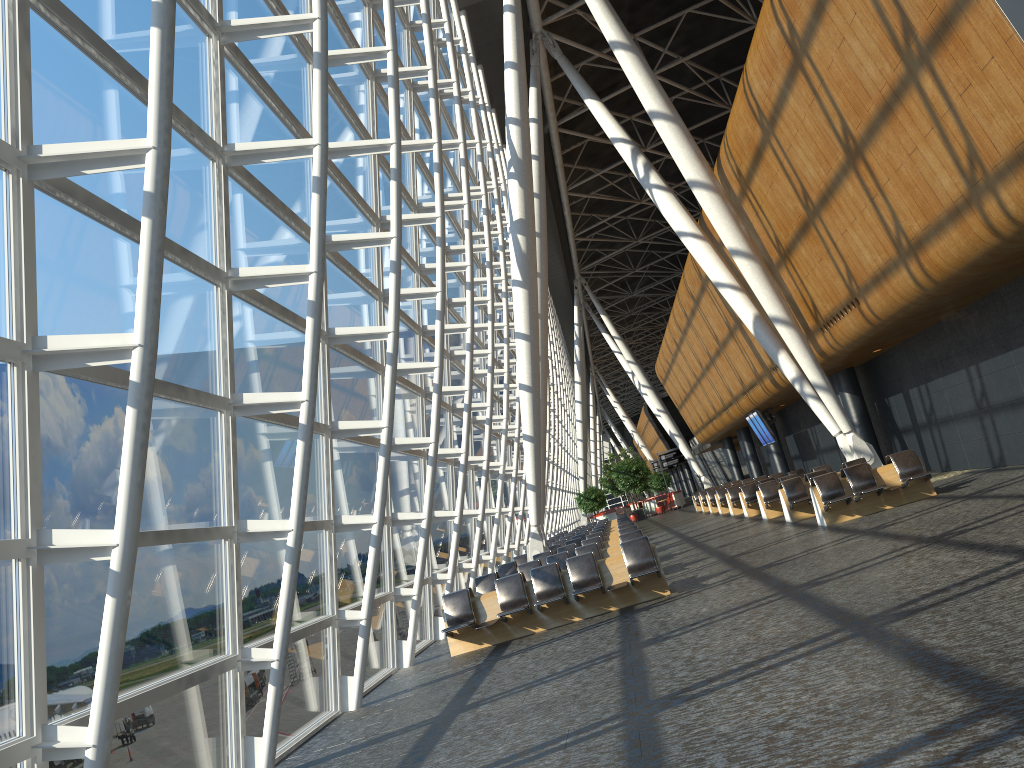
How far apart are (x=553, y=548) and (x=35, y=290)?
17.24m

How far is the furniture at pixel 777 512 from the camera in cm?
2101

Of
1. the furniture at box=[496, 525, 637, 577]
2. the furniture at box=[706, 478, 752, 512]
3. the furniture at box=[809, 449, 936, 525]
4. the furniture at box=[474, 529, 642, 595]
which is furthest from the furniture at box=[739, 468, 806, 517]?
the furniture at box=[474, 529, 642, 595]

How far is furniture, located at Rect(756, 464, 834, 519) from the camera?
21.01m

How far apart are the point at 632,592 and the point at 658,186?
13.8m

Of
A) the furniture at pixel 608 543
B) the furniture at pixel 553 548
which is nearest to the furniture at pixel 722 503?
the furniture at pixel 553 548

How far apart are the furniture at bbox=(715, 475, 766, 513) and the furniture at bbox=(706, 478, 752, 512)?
2.3m

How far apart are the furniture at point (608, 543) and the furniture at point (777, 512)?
4.4 meters

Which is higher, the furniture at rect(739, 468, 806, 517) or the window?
the window

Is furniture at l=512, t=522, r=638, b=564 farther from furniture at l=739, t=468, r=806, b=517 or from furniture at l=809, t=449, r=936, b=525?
furniture at l=809, t=449, r=936, b=525
